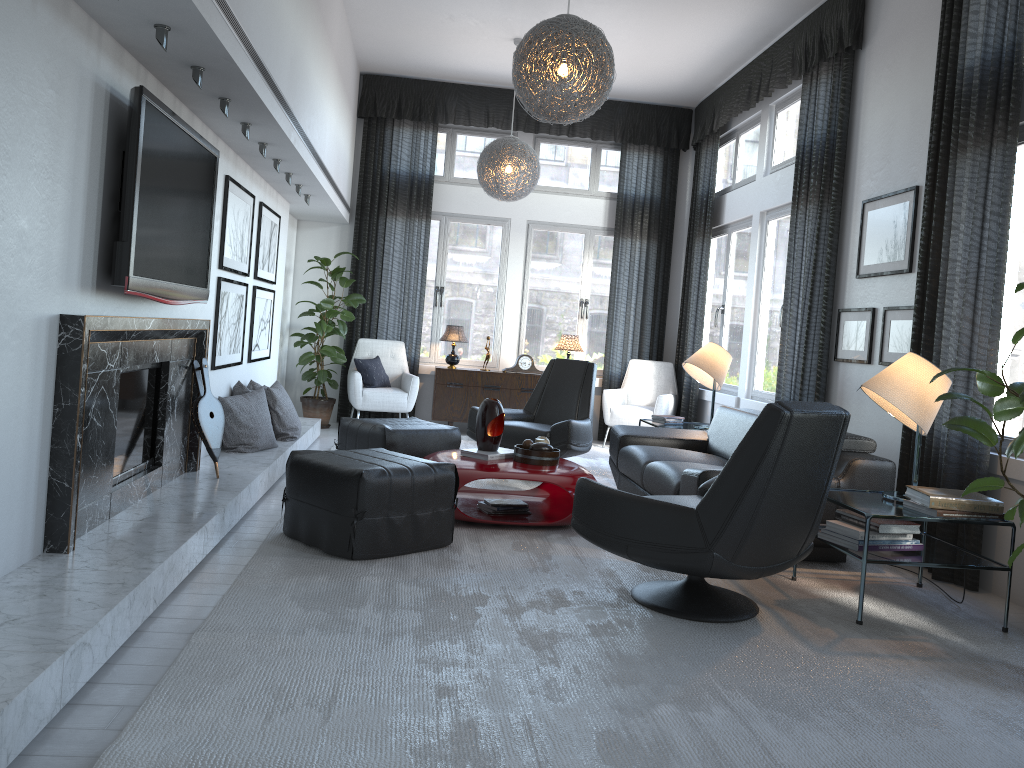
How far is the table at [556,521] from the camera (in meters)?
4.37

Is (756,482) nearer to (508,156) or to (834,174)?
(834,174)

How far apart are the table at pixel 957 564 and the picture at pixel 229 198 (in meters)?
3.37

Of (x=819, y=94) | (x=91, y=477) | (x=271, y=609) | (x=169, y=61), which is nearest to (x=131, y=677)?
(x=271, y=609)

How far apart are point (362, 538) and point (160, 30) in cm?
200

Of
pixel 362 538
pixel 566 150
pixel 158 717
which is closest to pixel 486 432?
pixel 362 538

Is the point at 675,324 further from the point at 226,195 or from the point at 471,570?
the point at 471,570

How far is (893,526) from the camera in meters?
3.4

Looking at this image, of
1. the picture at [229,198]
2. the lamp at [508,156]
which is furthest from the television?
the lamp at [508,156]

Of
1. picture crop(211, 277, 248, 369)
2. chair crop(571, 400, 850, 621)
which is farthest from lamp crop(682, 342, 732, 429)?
picture crop(211, 277, 248, 369)
